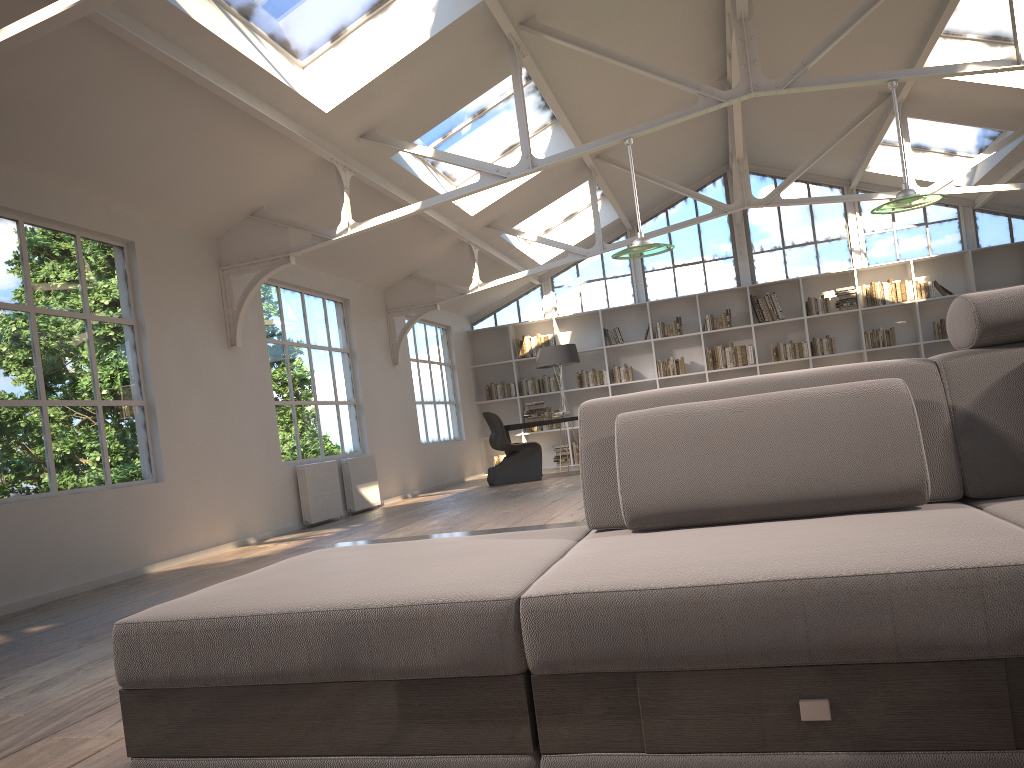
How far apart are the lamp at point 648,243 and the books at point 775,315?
7.0 meters

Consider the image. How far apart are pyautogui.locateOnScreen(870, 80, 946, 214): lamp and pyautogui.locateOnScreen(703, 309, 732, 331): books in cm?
700

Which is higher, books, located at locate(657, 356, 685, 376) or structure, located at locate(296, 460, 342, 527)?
books, located at locate(657, 356, 685, 376)

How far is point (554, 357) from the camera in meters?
12.2 m

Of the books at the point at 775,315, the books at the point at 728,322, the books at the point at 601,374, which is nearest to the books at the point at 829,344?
the books at the point at 775,315

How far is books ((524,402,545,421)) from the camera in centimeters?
1176cm

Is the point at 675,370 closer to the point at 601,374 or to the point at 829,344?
the point at 601,374

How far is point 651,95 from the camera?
9.4 meters

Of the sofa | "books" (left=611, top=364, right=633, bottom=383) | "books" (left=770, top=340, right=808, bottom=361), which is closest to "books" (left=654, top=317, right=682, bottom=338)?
"books" (left=611, top=364, right=633, bottom=383)

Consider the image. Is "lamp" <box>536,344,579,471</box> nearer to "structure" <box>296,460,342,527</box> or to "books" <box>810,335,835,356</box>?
"books" <box>810,335,835,356</box>
